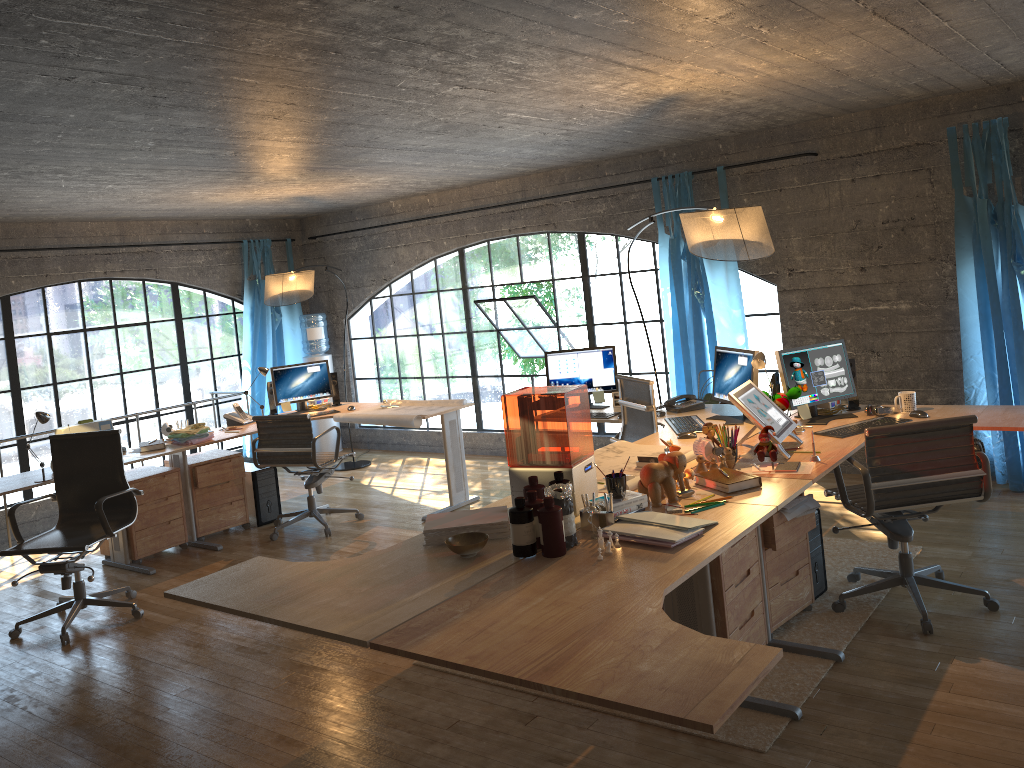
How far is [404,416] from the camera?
6.2 meters

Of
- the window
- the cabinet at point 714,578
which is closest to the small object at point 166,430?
the window

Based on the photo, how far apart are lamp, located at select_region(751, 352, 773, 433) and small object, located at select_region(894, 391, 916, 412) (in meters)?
0.82

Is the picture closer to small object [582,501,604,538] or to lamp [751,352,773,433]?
lamp [751,352,773,433]

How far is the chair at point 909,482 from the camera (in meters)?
3.74

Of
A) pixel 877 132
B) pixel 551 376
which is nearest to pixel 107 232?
pixel 551 376

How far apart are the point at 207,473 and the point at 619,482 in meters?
4.0

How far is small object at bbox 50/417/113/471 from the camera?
5.5 meters

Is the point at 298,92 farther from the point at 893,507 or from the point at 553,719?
the point at 893,507

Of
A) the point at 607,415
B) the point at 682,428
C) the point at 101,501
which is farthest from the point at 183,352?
the point at 682,428
